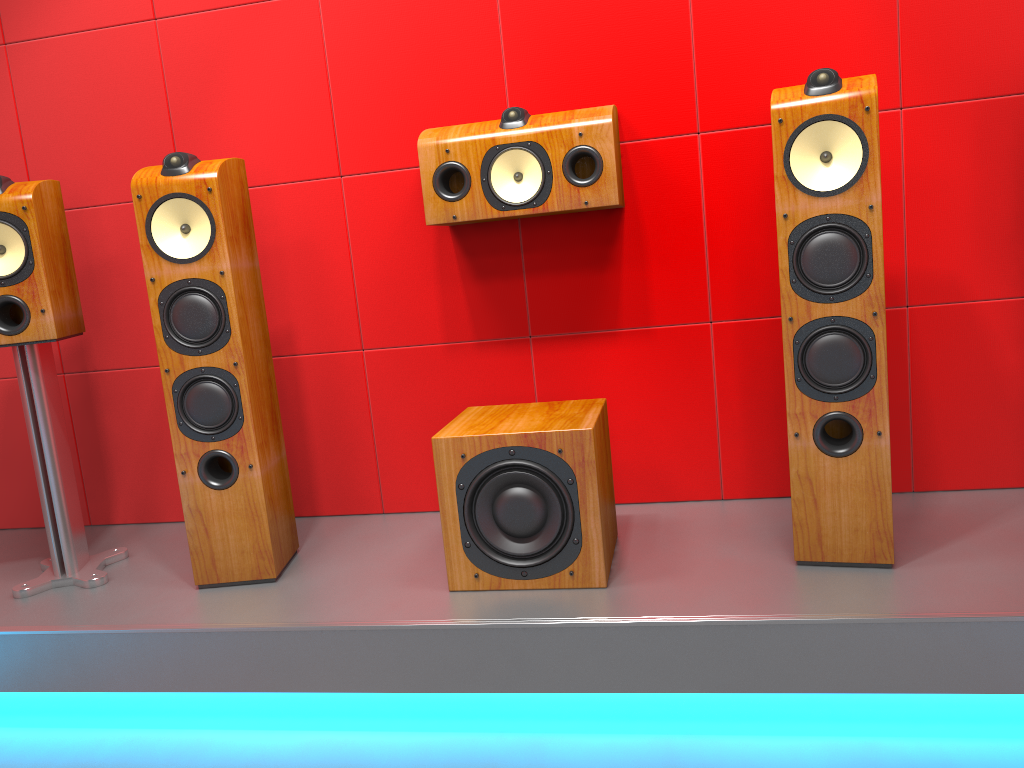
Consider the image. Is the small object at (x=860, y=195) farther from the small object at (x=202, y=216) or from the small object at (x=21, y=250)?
the small object at (x=21, y=250)

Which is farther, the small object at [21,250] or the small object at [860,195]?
the small object at [21,250]

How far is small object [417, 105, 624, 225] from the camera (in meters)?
2.16

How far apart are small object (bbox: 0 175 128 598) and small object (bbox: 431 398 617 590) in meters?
1.0

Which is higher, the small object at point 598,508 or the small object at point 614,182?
the small object at point 614,182

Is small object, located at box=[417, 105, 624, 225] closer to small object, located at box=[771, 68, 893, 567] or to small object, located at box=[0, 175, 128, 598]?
small object, located at box=[771, 68, 893, 567]

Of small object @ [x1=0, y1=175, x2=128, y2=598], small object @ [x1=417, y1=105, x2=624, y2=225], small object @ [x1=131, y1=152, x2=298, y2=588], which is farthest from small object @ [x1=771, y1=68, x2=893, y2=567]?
small object @ [x1=0, y1=175, x2=128, y2=598]

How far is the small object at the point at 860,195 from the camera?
1.78m

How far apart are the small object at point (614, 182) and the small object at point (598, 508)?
0.5 meters

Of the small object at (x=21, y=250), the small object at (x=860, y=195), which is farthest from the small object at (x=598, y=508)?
the small object at (x=21, y=250)
